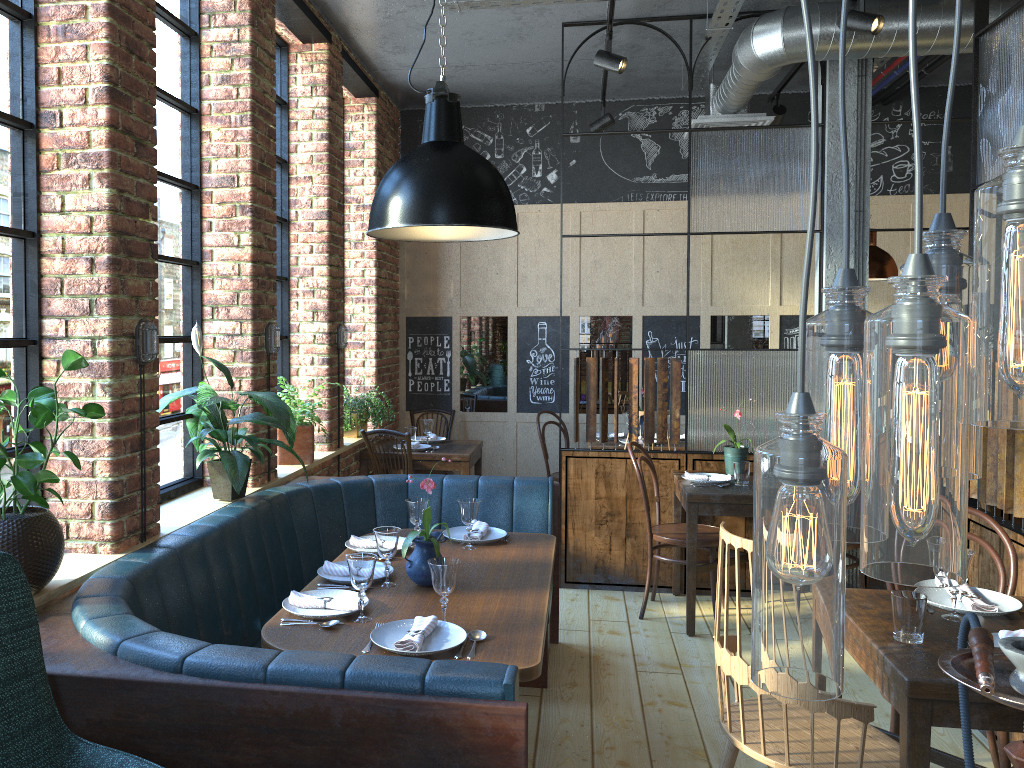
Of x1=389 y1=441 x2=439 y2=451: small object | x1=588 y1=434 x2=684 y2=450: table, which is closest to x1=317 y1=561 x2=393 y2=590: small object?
x1=389 y1=441 x2=439 y2=451: small object

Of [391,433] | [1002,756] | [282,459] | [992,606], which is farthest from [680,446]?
[992,606]

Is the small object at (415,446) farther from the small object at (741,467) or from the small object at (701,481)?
the small object at (741,467)

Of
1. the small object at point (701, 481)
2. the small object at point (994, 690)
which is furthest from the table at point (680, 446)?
the small object at point (994, 690)

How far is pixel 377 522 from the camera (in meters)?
4.16

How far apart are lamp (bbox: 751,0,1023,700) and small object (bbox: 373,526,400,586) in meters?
2.2 m

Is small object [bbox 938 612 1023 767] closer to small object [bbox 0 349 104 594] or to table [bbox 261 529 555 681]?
table [bbox 261 529 555 681]

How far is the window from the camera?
2.6m

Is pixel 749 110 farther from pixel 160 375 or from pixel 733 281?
pixel 160 375

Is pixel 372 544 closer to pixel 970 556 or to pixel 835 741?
pixel 835 741
